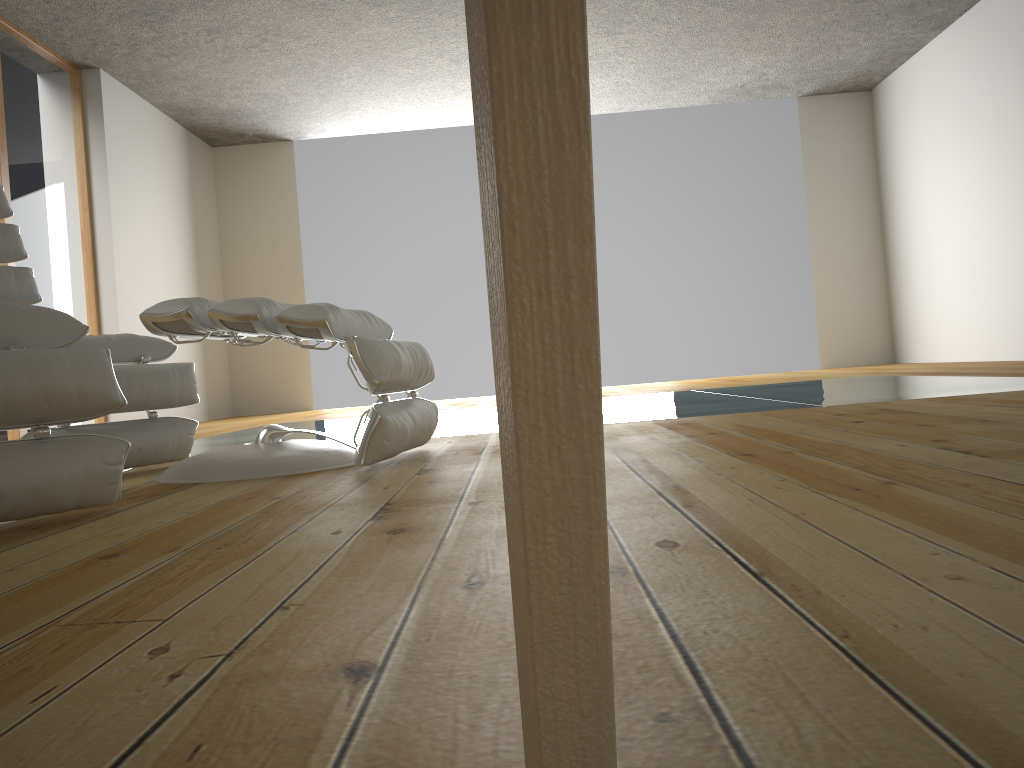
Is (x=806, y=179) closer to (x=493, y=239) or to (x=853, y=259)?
(x=853, y=259)

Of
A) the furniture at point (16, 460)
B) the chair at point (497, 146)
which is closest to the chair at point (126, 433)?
the furniture at point (16, 460)

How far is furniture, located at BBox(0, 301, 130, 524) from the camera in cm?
145

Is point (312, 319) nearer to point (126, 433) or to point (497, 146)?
point (126, 433)

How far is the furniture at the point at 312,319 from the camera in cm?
197

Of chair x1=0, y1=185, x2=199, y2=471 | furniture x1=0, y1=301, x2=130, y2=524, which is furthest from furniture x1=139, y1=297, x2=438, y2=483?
furniture x1=0, y1=301, x2=130, y2=524

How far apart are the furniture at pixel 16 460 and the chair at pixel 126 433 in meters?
0.7

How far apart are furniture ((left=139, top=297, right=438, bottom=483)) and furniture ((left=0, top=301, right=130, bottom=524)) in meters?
0.3 m

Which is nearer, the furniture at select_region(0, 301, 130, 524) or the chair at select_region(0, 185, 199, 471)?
the furniture at select_region(0, 301, 130, 524)

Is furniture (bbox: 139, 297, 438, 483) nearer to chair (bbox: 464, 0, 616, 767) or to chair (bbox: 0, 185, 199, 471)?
chair (bbox: 0, 185, 199, 471)
